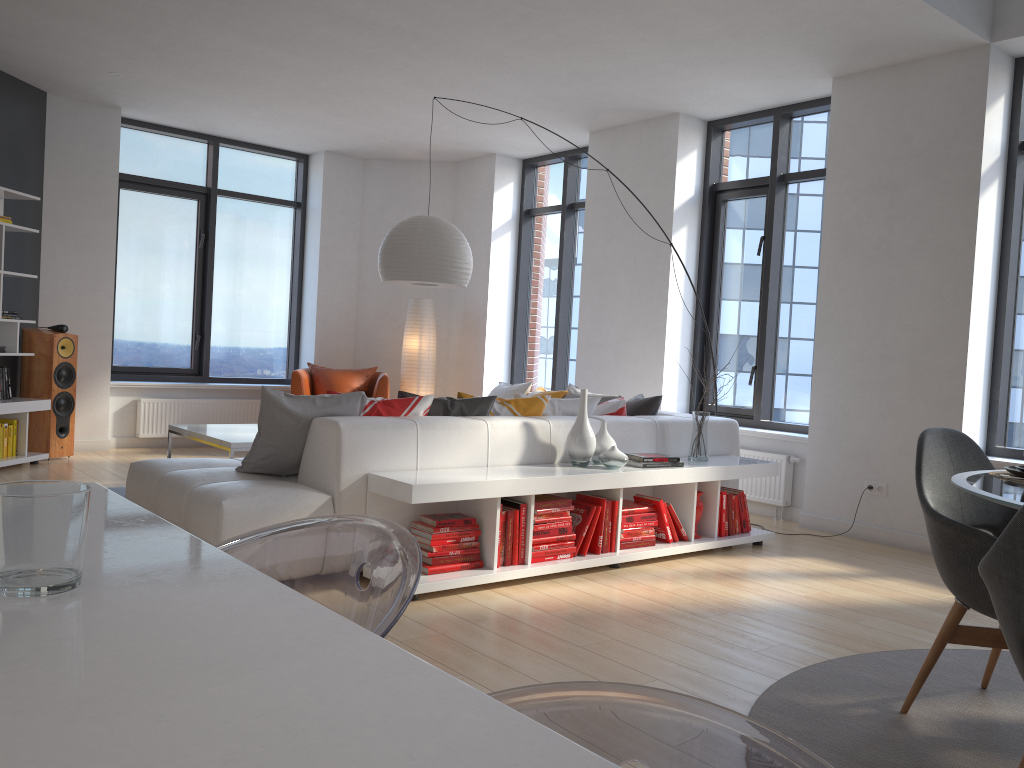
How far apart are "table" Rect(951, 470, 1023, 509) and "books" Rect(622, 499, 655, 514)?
2.11m

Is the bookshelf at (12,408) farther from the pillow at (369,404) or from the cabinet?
the cabinet

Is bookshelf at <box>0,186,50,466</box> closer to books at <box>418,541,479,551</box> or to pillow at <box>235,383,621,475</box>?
pillow at <box>235,383,621,475</box>

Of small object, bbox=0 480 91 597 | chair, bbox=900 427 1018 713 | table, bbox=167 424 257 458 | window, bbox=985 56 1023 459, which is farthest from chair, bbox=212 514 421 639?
window, bbox=985 56 1023 459

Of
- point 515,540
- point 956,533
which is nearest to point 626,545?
point 515,540

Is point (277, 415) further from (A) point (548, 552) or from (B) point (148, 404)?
(B) point (148, 404)

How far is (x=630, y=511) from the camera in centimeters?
463cm

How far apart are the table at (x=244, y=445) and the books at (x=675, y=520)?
2.49m

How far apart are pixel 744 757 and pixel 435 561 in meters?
3.3 m

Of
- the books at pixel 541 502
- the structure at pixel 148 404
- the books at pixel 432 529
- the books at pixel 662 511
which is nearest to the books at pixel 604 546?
the books at pixel 541 502
